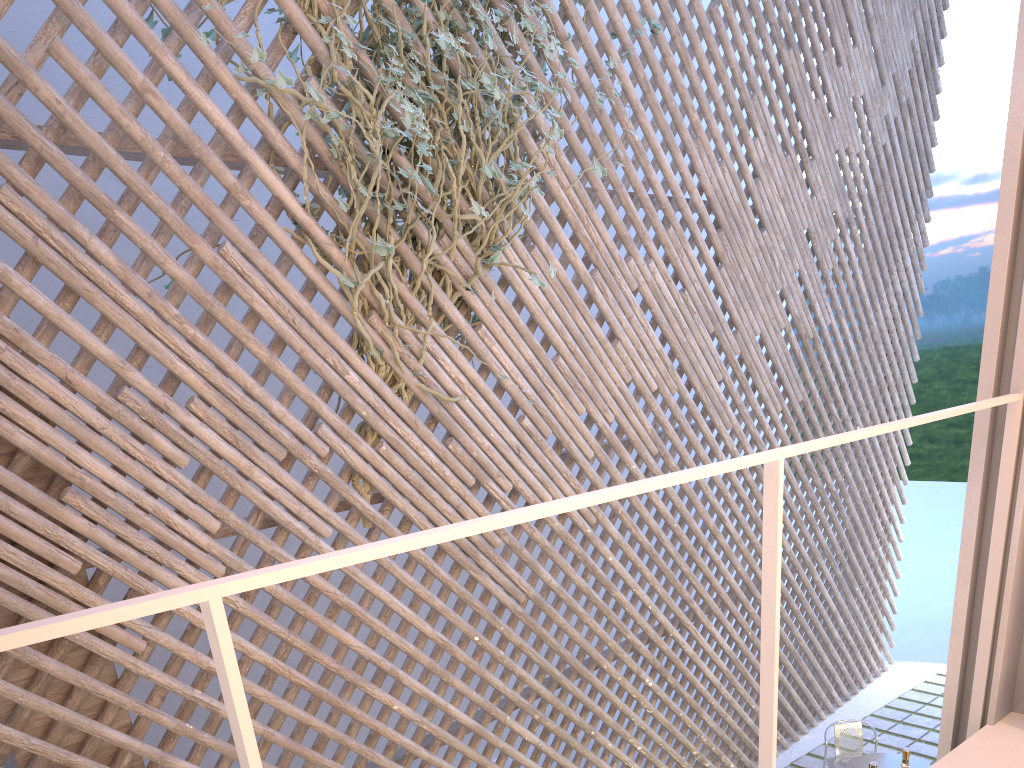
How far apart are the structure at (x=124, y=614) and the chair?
2.5 meters

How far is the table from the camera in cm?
318

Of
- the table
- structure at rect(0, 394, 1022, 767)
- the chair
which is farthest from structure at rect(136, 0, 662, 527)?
the chair

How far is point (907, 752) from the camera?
3.1m

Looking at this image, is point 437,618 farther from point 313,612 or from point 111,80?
point 111,80

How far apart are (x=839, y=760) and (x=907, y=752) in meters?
0.4

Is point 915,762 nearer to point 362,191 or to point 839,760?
point 839,760

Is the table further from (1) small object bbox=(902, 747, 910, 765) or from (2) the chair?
(2) the chair

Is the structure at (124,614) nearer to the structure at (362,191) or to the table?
the structure at (362,191)

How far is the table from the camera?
3.2 meters
